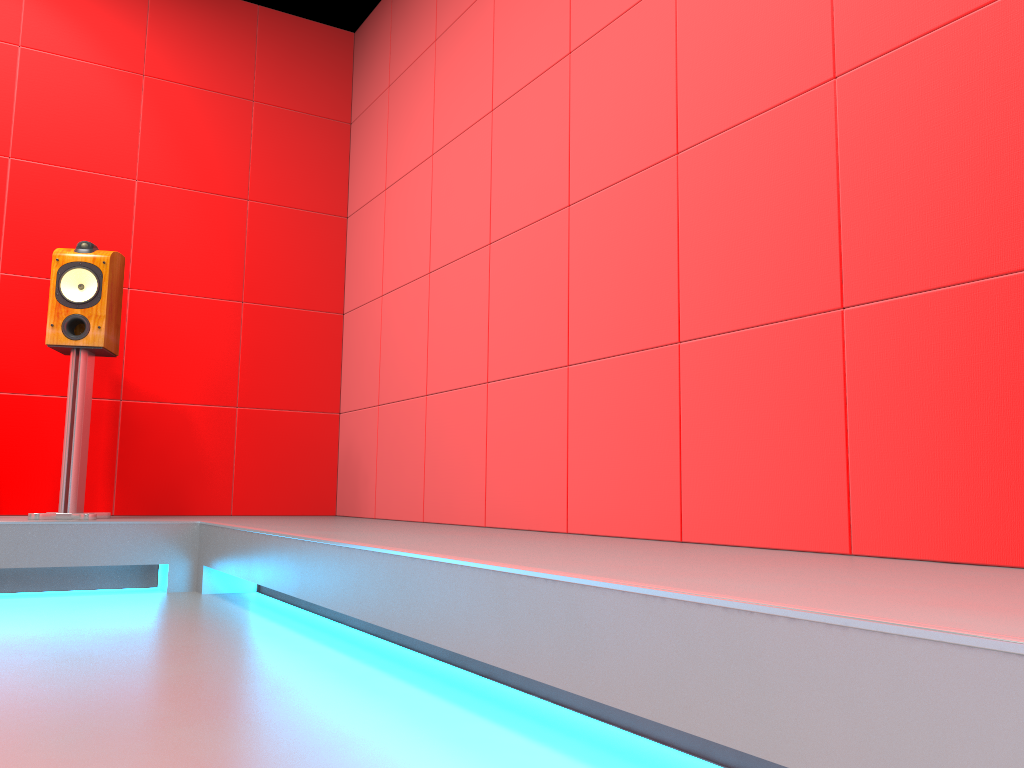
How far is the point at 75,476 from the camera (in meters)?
3.30

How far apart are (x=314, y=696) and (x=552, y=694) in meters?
0.4 m

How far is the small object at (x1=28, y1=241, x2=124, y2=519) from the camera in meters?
3.3 m

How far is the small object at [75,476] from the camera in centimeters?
330cm

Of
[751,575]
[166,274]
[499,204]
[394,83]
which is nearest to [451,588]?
[751,575]
